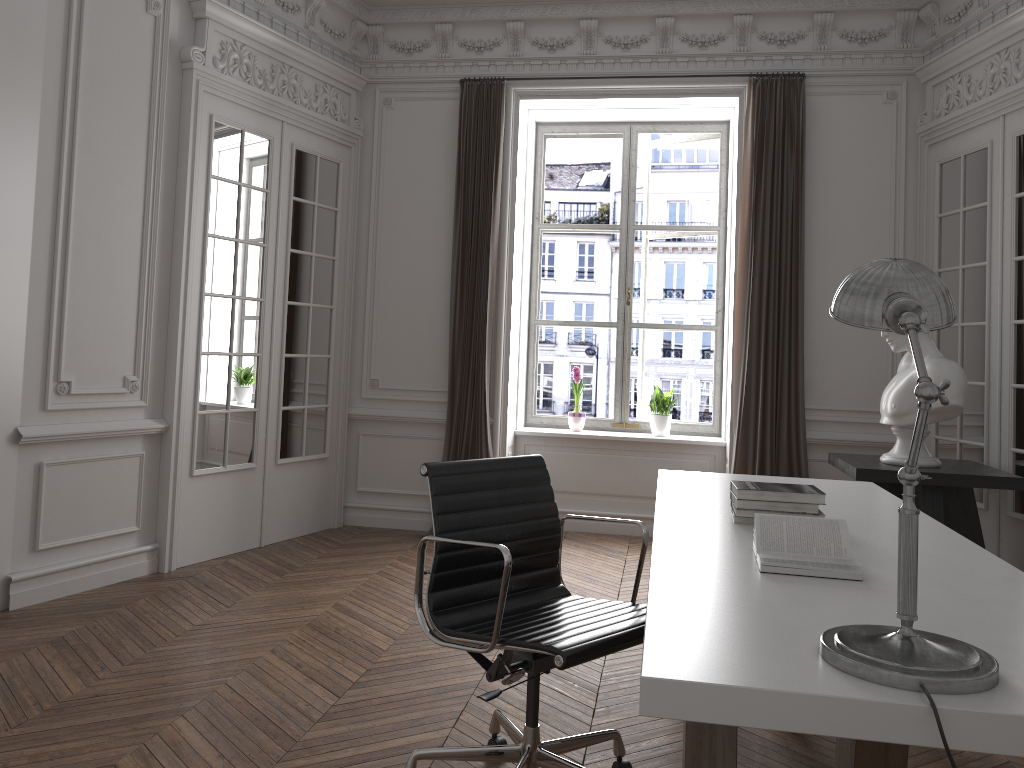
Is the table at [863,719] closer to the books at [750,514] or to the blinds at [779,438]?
the books at [750,514]

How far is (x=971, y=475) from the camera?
4.2m

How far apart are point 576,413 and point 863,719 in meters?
5.1 m

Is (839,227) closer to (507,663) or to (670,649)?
(507,663)

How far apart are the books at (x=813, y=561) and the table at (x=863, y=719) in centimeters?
2cm

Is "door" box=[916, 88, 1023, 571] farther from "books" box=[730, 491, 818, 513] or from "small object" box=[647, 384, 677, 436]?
"books" box=[730, 491, 818, 513]

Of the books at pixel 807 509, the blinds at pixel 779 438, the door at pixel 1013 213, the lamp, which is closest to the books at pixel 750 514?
the books at pixel 807 509

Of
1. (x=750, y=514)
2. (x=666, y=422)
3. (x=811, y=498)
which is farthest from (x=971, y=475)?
(x=666, y=422)

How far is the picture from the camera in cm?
655

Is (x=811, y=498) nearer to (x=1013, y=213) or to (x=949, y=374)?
(x=949, y=374)
